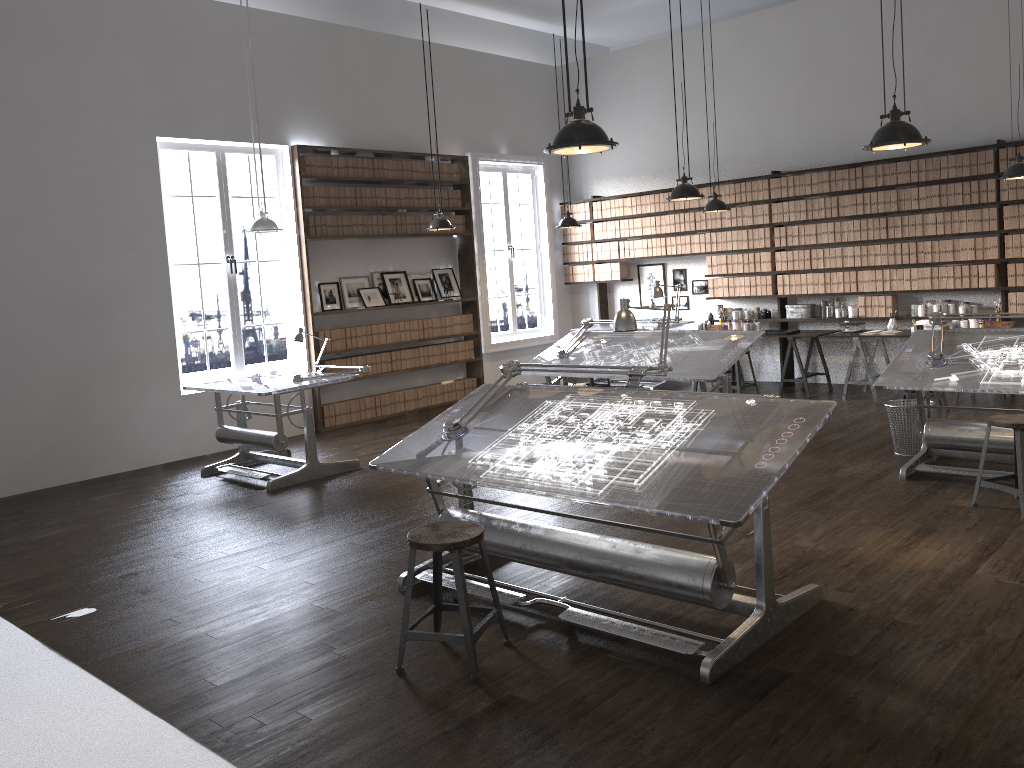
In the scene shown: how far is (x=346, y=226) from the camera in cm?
959

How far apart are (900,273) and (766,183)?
1.8m

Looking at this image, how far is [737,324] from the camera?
10.25m

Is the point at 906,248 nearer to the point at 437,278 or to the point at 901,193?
the point at 901,193

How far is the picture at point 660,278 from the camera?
11.4 meters

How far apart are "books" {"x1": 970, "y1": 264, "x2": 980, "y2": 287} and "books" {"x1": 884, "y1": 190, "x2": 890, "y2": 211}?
1.1m

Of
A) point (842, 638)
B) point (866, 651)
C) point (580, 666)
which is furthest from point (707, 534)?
point (580, 666)

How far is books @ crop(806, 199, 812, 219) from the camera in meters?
9.7

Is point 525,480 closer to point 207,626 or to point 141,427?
point 207,626

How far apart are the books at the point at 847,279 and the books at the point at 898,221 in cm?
69
